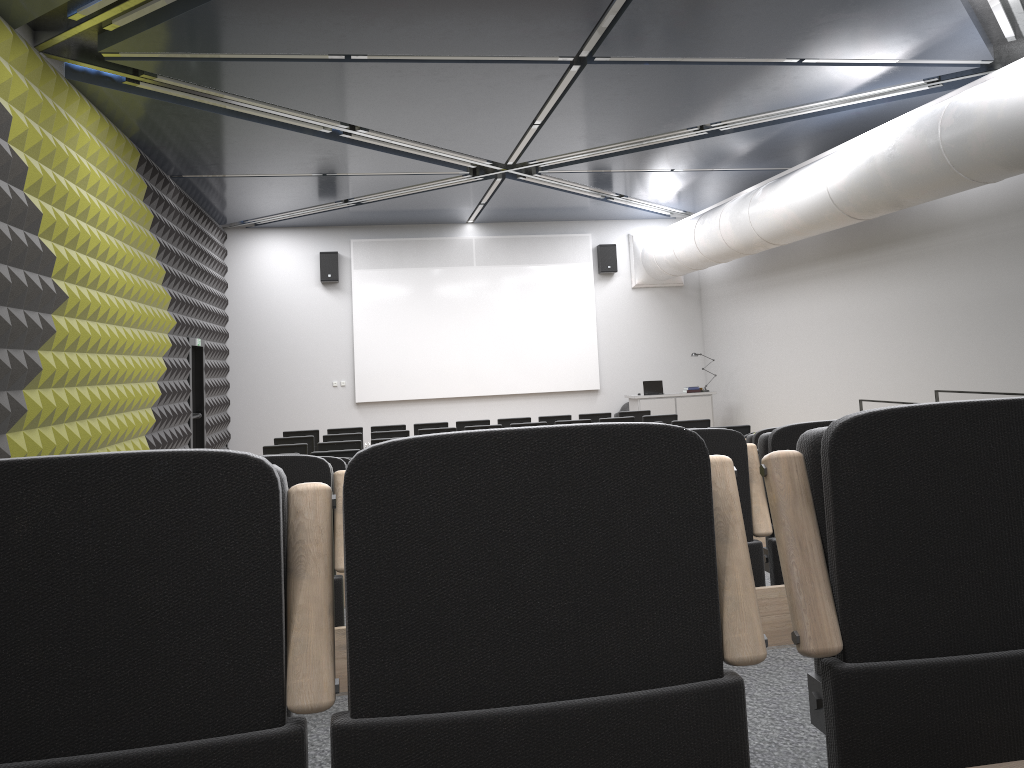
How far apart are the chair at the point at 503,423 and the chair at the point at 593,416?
1.4 meters

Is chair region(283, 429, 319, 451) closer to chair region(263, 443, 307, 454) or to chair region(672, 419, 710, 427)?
chair region(263, 443, 307, 454)

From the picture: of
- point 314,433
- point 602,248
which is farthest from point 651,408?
point 314,433

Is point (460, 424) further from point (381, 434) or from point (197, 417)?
point (197, 417)

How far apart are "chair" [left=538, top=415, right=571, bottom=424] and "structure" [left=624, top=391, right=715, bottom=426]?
3.65m

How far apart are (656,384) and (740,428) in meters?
6.9

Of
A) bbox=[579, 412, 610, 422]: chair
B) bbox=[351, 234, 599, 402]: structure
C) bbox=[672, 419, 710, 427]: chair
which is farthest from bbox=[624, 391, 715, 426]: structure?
bbox=[672, 419, 710, 427]: chair

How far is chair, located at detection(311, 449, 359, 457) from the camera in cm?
1009

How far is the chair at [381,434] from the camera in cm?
1272

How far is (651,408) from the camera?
17.69m
